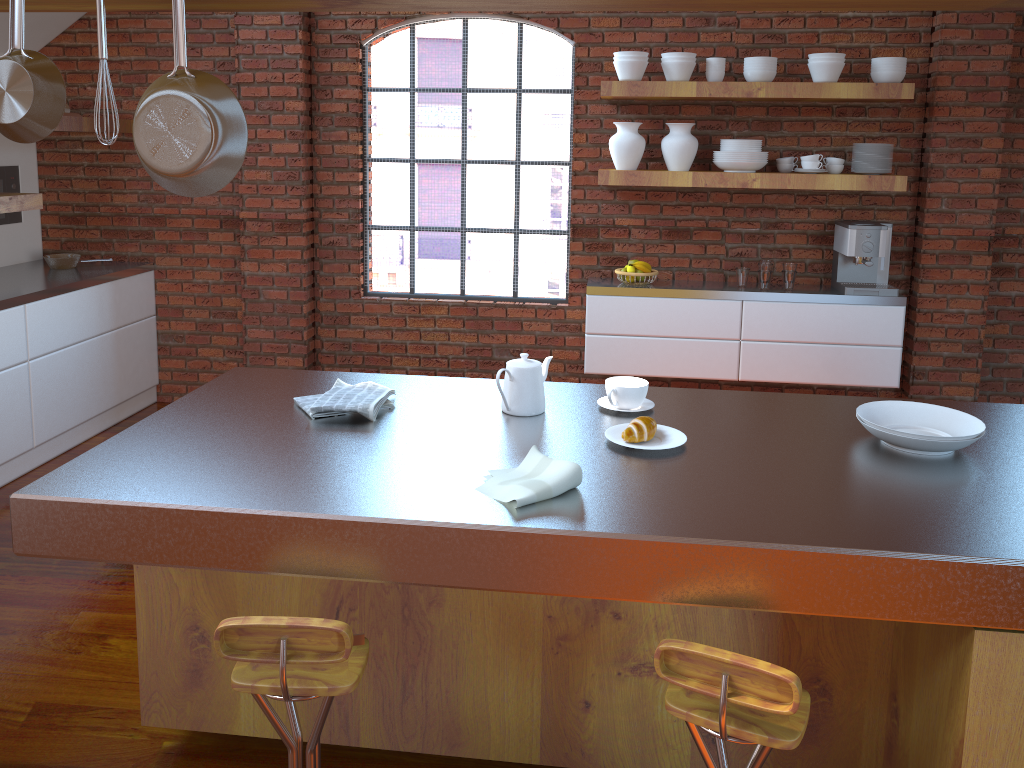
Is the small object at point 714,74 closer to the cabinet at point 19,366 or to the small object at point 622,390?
the small object at point 622,390

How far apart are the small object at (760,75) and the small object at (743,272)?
0.9m

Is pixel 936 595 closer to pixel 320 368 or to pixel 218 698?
pixel 218 698

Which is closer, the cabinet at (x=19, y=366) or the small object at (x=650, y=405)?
the small object at (x=650, y=405)

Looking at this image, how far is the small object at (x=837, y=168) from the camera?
4.5 meters

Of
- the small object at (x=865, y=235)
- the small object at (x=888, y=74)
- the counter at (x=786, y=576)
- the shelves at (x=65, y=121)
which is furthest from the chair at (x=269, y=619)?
the small object at (x=888, y=74)

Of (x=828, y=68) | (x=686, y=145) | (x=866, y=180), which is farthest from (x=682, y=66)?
(x=866, y=180)

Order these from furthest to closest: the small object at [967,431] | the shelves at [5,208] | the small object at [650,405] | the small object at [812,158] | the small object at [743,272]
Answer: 1. the small object at [743,272]
2. the small object at [812,158]
3. the shelves at [5,208]
4. the small object at [650,405]
5. the small object at [967,431]

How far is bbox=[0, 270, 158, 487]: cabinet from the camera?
4.14m

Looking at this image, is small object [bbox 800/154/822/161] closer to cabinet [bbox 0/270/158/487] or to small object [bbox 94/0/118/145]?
small object [bbox 94/0/118/145]
